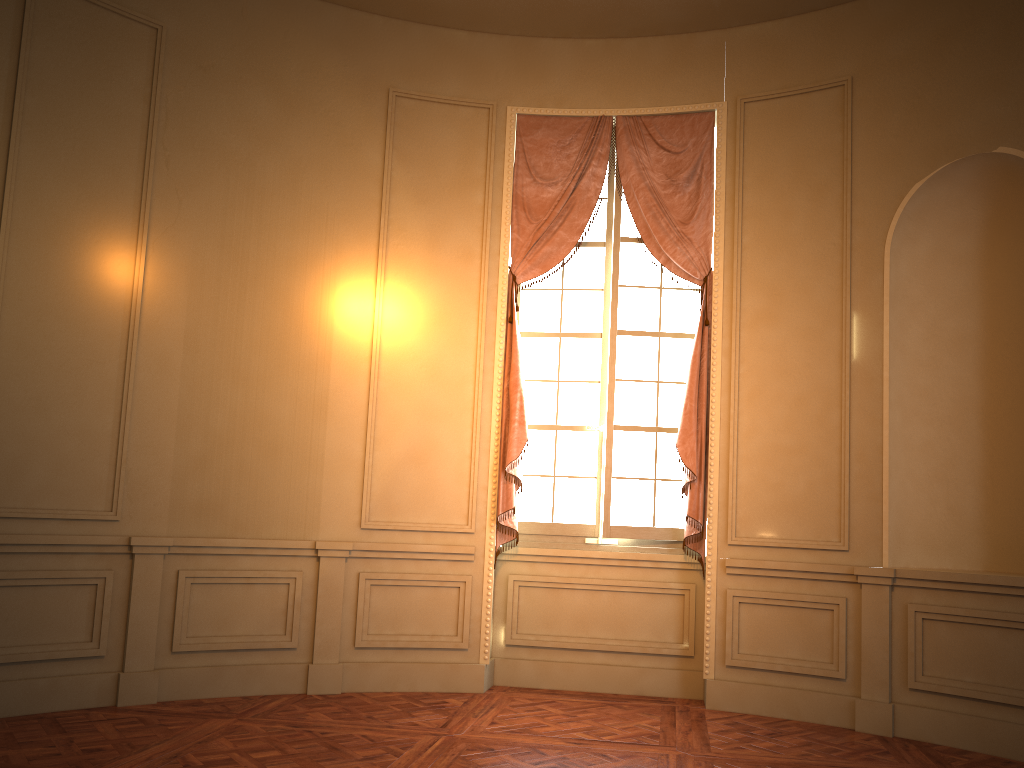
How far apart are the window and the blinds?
0.10m

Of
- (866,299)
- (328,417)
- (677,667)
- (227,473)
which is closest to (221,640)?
(227,473)

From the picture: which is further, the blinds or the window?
the window

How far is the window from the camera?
5.7m

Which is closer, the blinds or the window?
the blinds

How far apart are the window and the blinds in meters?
0.1 m

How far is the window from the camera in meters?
5.7

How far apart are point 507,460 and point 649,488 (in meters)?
0.94

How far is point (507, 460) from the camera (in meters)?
5.45
